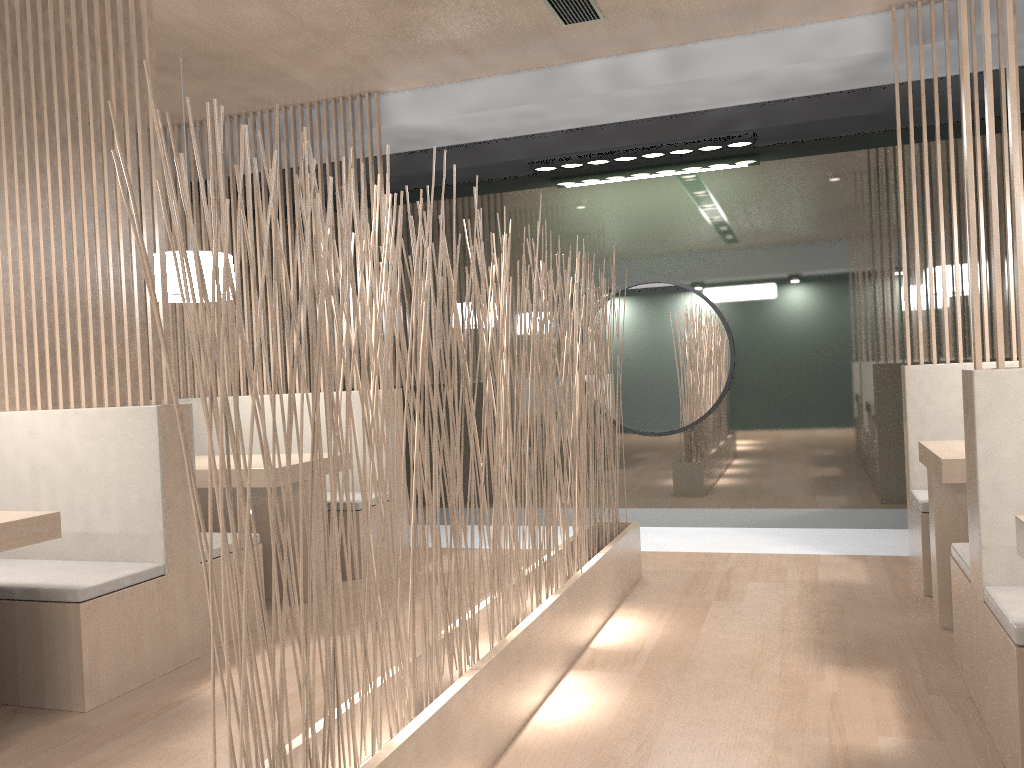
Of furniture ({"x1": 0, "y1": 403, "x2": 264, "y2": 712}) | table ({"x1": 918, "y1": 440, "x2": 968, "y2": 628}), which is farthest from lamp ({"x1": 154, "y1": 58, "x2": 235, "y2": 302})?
table ({"x1": 918, "y1": 440, "x2": 968, "y2": 628})

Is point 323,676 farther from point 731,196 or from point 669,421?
point 731,196

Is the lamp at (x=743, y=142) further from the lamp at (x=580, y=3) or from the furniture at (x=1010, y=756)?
the furniture at (x=1010, y=756)

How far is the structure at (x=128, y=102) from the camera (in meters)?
2.00

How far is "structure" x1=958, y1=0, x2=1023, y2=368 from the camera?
1.43m

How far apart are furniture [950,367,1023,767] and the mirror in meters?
1.6 m

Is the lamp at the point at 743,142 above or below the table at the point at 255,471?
above

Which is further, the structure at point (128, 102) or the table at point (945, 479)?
the structure at point (128, 102)

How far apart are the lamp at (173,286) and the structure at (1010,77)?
2.0 meters

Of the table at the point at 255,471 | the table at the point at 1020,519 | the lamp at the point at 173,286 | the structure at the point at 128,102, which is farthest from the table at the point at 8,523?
the table at the point at 1020,519
